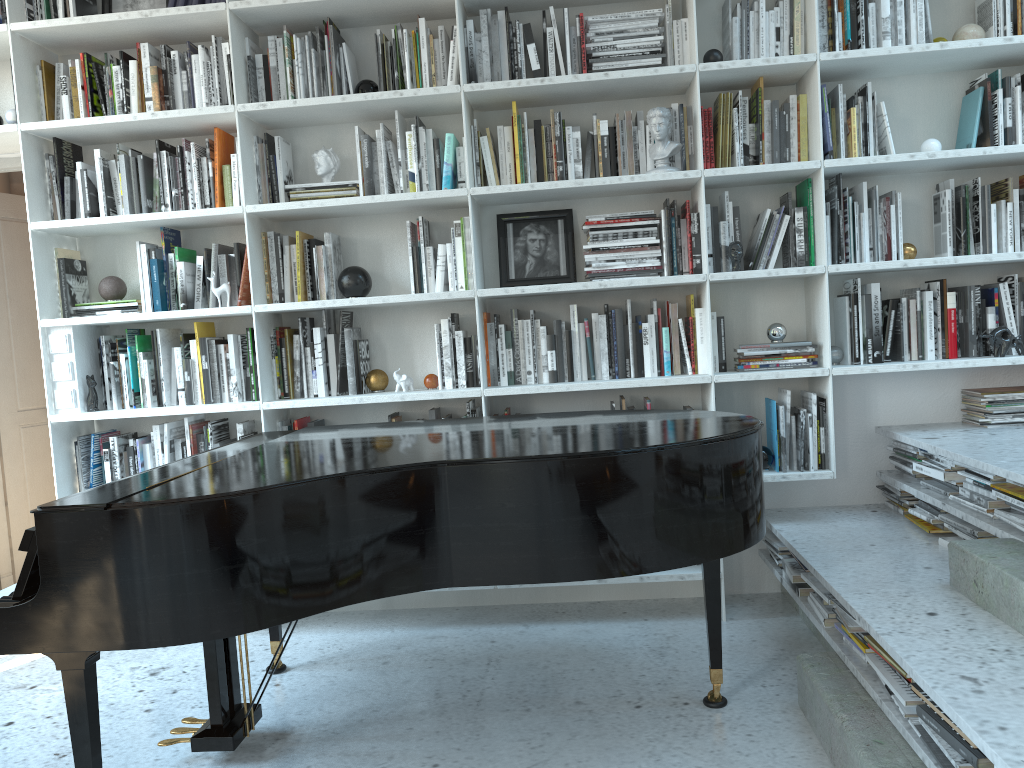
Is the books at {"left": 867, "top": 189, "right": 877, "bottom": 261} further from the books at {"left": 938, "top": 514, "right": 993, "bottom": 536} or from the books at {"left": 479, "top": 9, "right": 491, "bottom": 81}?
the books at {"left": 479, "top": 9, "right": 491, "bottom": 81}

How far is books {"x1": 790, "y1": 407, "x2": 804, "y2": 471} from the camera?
3.2 meters

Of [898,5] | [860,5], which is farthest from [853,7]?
[898,5]

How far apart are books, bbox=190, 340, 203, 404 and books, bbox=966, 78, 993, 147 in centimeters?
307cm

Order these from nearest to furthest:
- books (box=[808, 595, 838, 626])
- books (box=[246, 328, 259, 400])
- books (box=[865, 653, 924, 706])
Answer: books (box=[865, 653, 924, 706]) < books (box=[808, 595, 838, 626]) < books (box=[246, 328, 259, 400])

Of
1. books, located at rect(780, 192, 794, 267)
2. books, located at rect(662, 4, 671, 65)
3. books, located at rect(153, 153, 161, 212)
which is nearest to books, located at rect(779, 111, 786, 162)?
books, located at rect(780, 192, 794, 267)

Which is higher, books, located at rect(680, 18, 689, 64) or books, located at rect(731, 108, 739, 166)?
books, located at rect(680, 18, 689, 64)

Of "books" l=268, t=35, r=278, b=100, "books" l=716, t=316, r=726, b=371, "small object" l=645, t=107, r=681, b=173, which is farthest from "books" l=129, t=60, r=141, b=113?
"books" l=716, t=316, r=726, b=371

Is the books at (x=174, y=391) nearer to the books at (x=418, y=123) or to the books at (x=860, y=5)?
the books at (x=418, y=123)

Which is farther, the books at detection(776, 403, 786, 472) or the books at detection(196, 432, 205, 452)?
the books at detection(196, 432, 205, 452)
